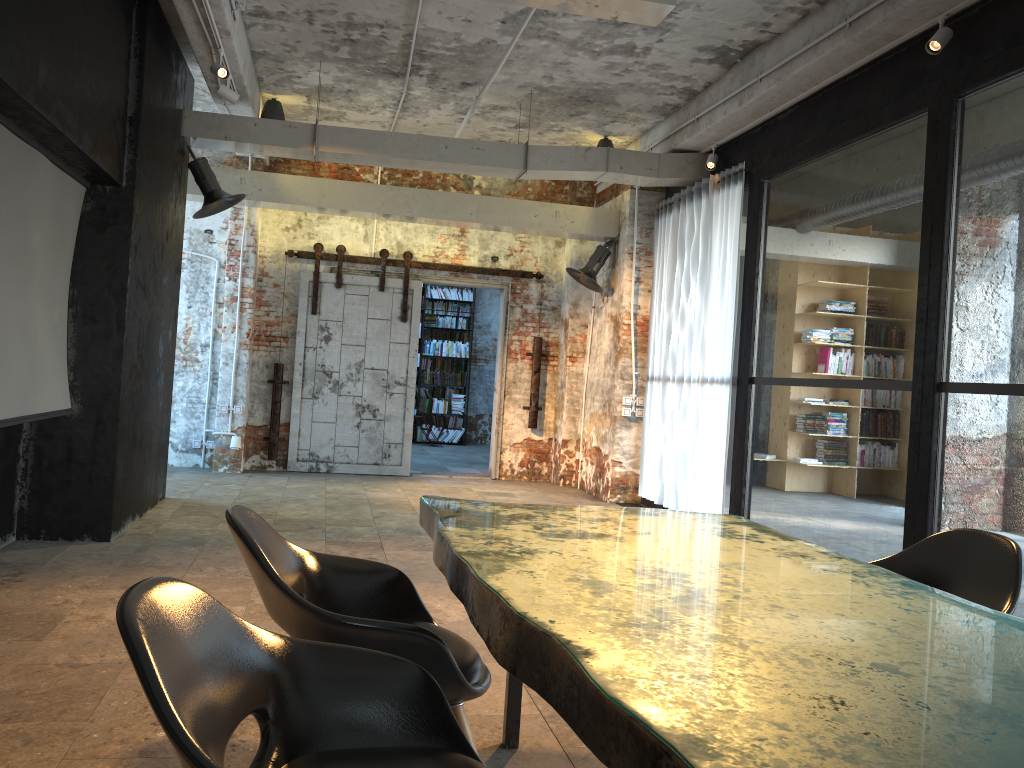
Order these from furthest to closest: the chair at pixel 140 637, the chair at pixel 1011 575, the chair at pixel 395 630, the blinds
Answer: the blinds, the chair at pixel 1011 575, the chair at pixel 395 630, the chair at pixel 140 637

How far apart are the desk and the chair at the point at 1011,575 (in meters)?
0.51

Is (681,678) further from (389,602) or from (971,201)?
(971,201)

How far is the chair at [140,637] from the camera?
1.4m

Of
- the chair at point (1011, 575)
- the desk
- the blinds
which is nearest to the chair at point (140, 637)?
the desk

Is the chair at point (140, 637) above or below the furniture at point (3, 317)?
below

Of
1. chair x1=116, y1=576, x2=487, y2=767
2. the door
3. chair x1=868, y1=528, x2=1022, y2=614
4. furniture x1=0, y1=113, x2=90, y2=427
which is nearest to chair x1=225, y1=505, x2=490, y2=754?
chair x1=116, y1=576, x2=487, y2=767

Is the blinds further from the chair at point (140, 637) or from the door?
the chair at point (140, 637)

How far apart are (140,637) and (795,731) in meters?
1.0 m

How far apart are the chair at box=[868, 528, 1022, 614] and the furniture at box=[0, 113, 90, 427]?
4.2 meters
